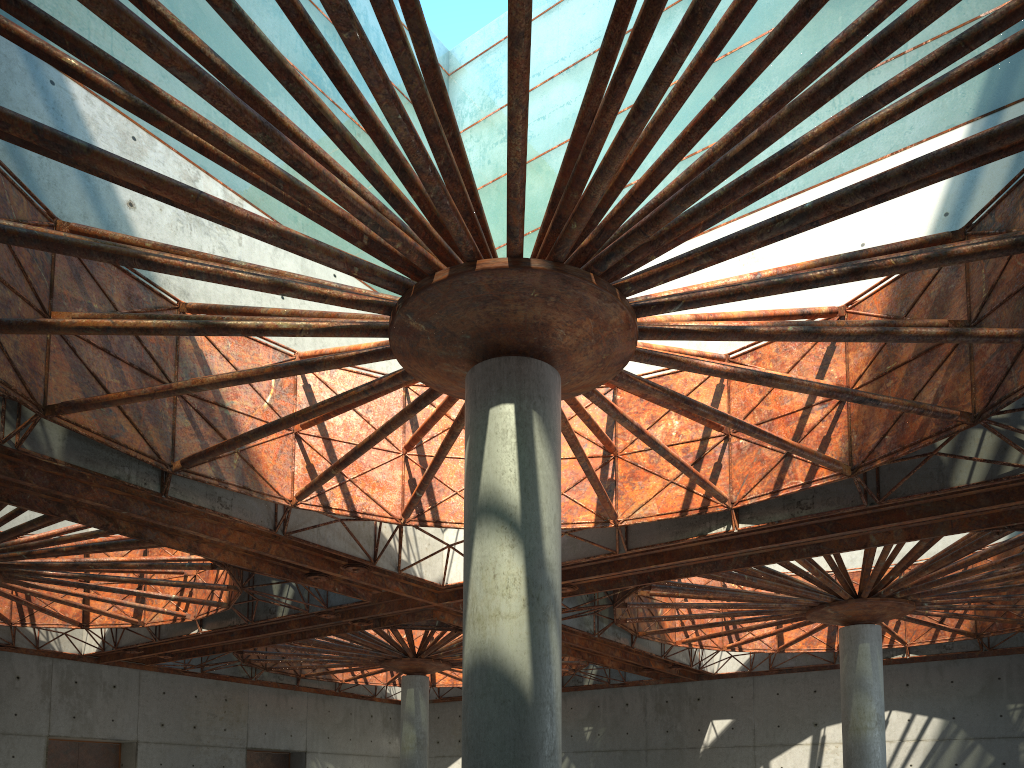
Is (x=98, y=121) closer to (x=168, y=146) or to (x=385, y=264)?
(x=168, y=146)
